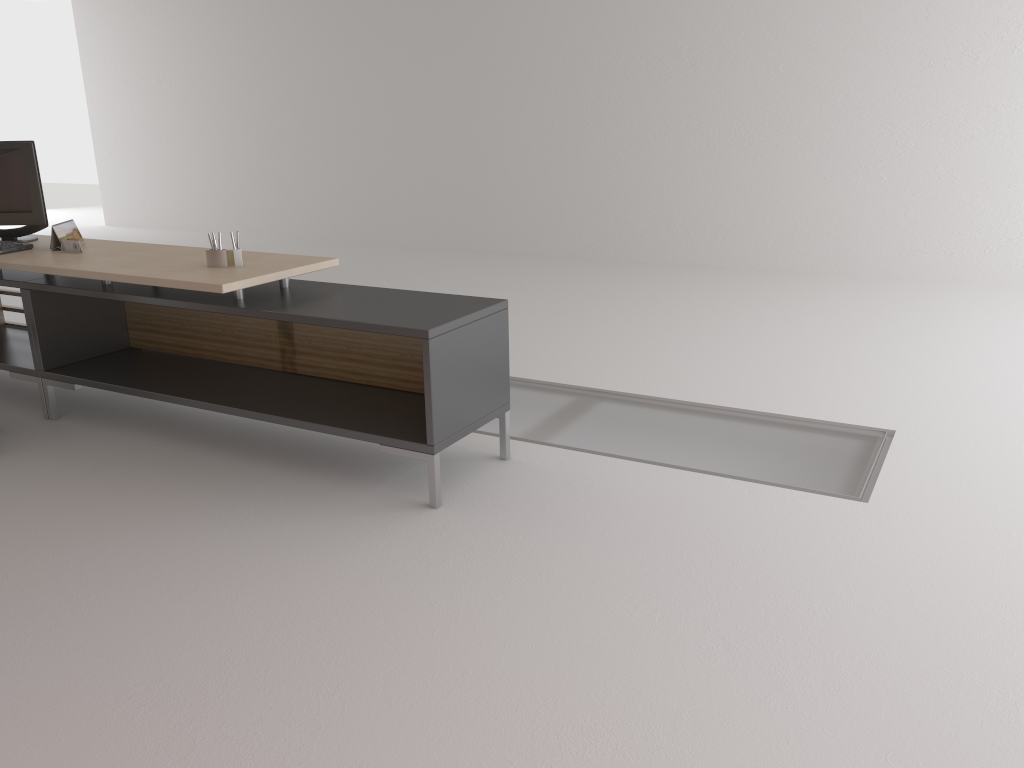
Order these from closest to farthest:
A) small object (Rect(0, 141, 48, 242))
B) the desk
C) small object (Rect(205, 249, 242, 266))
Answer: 1. the desk
2. small object (Rect(205, 249, 242, 266))
3. small object (Rect(0, 141, 48, 242))

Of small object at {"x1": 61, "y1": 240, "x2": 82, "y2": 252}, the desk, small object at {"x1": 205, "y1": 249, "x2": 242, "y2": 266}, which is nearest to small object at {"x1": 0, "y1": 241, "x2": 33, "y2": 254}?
the desk

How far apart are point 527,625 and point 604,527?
1.0m

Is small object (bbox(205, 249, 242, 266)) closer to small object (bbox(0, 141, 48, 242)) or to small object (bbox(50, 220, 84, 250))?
small object (bbox(50, 220, 84, 250))

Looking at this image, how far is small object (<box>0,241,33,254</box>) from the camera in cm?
644

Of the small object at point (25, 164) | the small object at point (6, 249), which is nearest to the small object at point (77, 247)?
the small object at point (6, 249)

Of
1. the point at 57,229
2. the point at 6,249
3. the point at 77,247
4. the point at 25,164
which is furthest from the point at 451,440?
the point at 25,164

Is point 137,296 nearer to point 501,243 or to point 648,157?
point 648,157

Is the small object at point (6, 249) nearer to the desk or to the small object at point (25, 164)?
the desk

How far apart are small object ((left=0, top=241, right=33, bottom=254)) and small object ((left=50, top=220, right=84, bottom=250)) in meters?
0.2 m
